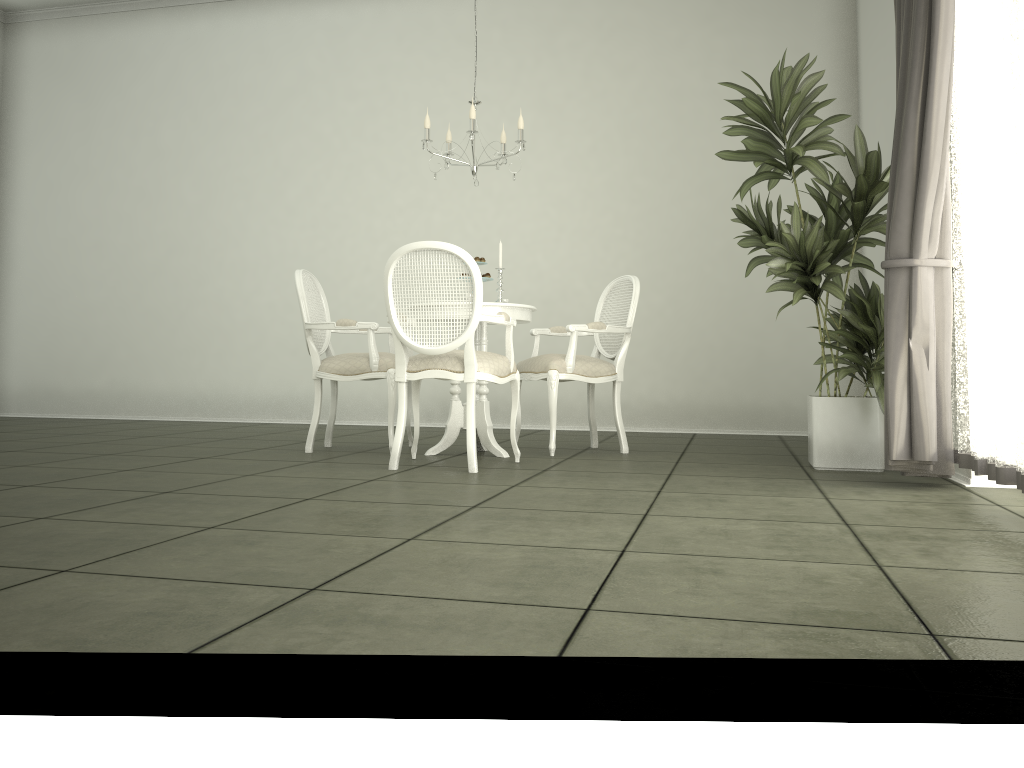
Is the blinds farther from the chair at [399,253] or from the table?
the table

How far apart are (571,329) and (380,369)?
1.1 meters

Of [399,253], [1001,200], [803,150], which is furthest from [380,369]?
[1001,200]

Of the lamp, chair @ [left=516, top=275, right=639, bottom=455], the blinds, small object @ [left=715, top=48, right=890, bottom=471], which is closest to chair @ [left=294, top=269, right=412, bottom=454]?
chair @ [left=516, top=275, right=639, bottom=455]

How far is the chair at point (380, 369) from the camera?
4.9m

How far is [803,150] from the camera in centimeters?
413cm

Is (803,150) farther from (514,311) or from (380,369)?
(380,369)

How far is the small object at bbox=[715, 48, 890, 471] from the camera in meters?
4.1

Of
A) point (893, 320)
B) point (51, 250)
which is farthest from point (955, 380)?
point (51, 250)

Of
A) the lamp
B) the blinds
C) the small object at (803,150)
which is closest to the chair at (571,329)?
the small object at (803,150)
